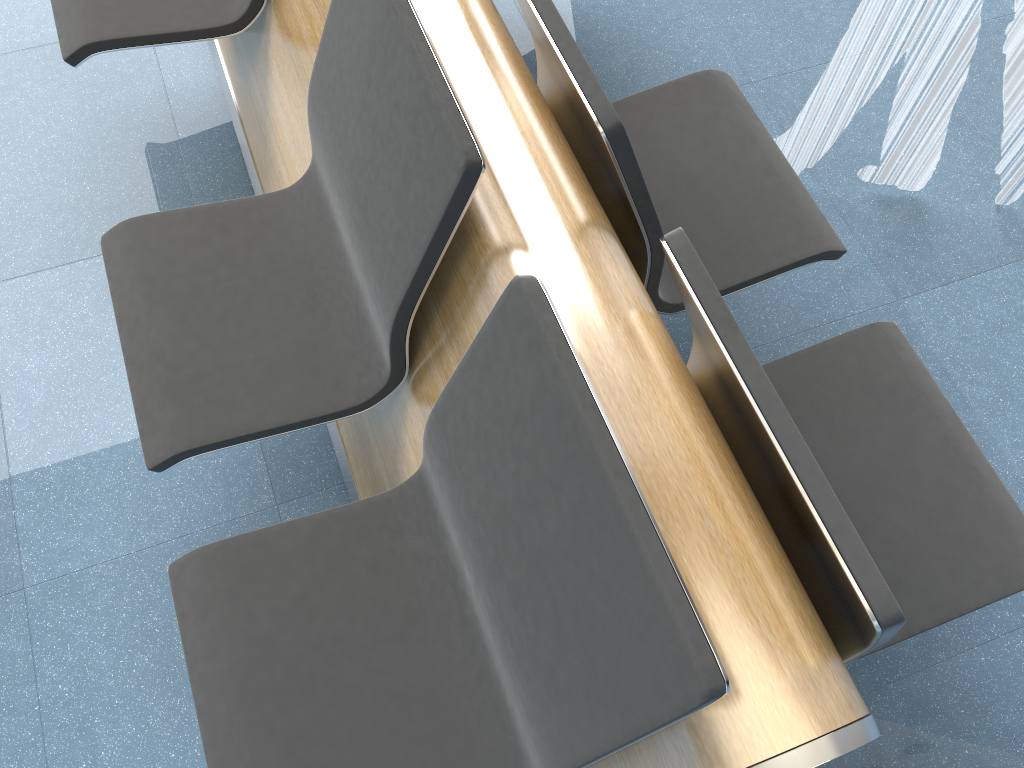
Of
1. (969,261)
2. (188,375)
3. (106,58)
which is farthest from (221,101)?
(969,261)

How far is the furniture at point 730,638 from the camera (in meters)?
0.92

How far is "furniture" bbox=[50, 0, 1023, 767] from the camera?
0.9 meters
